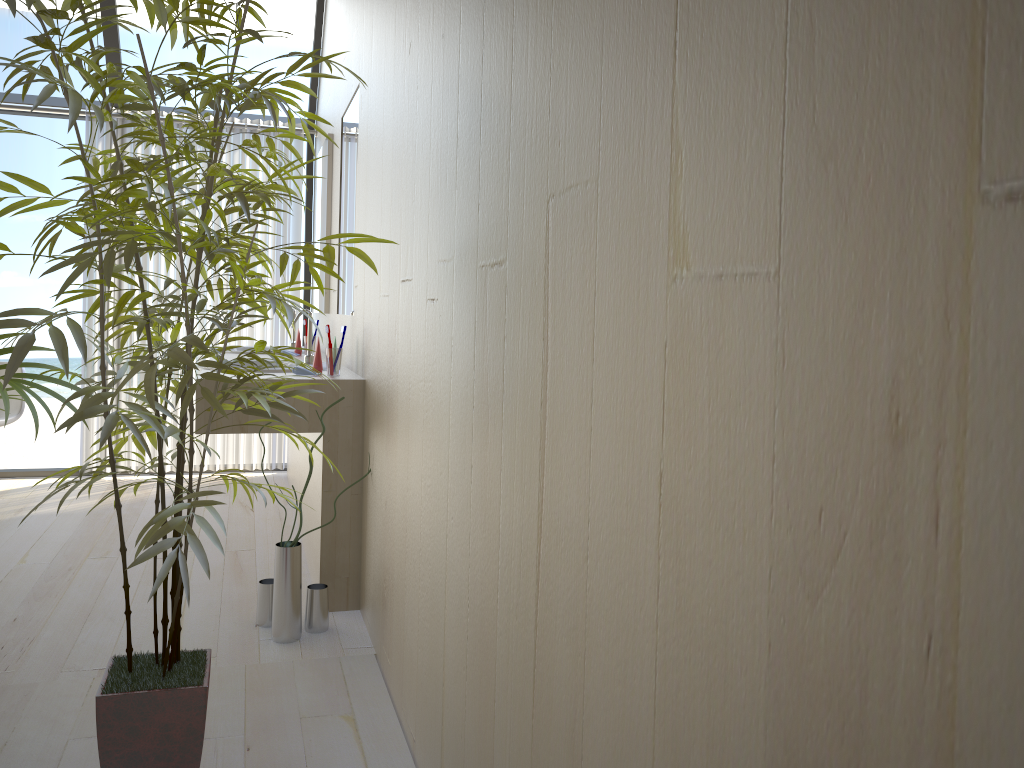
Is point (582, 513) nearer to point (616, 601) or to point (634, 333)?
point (616, 601)

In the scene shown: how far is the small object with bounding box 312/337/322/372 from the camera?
3.1 meters

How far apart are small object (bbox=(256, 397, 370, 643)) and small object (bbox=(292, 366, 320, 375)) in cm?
61

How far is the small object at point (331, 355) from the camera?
3.0m

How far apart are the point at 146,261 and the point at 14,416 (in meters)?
1.09

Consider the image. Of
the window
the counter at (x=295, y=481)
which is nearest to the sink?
the counter at (x=295, y=481)

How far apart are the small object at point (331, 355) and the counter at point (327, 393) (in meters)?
0.03

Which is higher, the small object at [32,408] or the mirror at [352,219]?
the mirror at [352,219]

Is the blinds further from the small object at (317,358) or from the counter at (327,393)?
the small object at (317,358)

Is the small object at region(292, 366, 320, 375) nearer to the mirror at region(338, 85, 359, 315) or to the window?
the mirror at region(338, 85, 359, 315)
